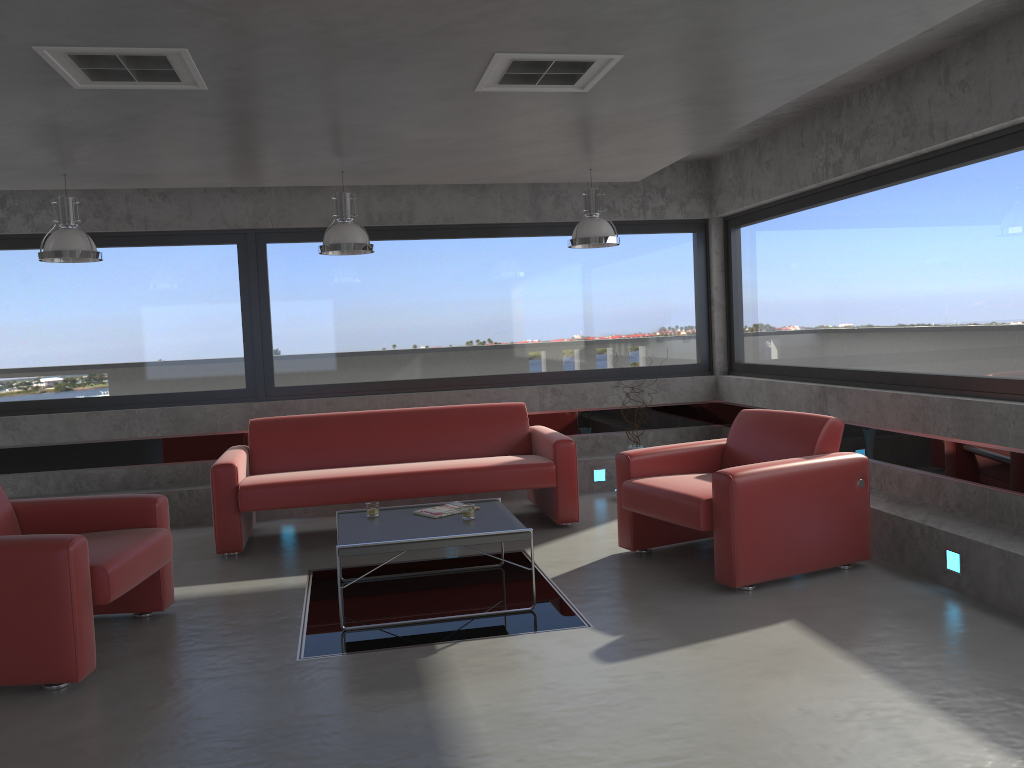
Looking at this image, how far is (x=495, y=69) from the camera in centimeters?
396cm

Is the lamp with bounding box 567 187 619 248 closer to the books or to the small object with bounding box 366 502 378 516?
the books

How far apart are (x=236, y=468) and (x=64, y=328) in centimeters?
255cm

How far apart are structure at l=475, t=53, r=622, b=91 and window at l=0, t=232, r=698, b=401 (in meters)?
3.84

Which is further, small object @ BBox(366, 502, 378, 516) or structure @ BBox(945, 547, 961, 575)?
small object @ BBox(366, 502, 378, 516)

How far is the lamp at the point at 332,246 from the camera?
6.0 meters

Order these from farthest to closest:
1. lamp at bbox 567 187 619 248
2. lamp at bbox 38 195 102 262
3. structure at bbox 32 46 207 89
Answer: lamp at bbox 567 187 619 248 → lamp at bbox 38 195 102 262 → structure at bbox 32 46 207 89

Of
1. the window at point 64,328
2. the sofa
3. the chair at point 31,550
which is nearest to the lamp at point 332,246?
the sofa

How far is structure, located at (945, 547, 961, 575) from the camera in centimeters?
468cm

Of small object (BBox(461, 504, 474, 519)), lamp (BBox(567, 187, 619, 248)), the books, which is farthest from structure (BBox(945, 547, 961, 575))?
lamp (BBox(567, 187, 619, 248))
